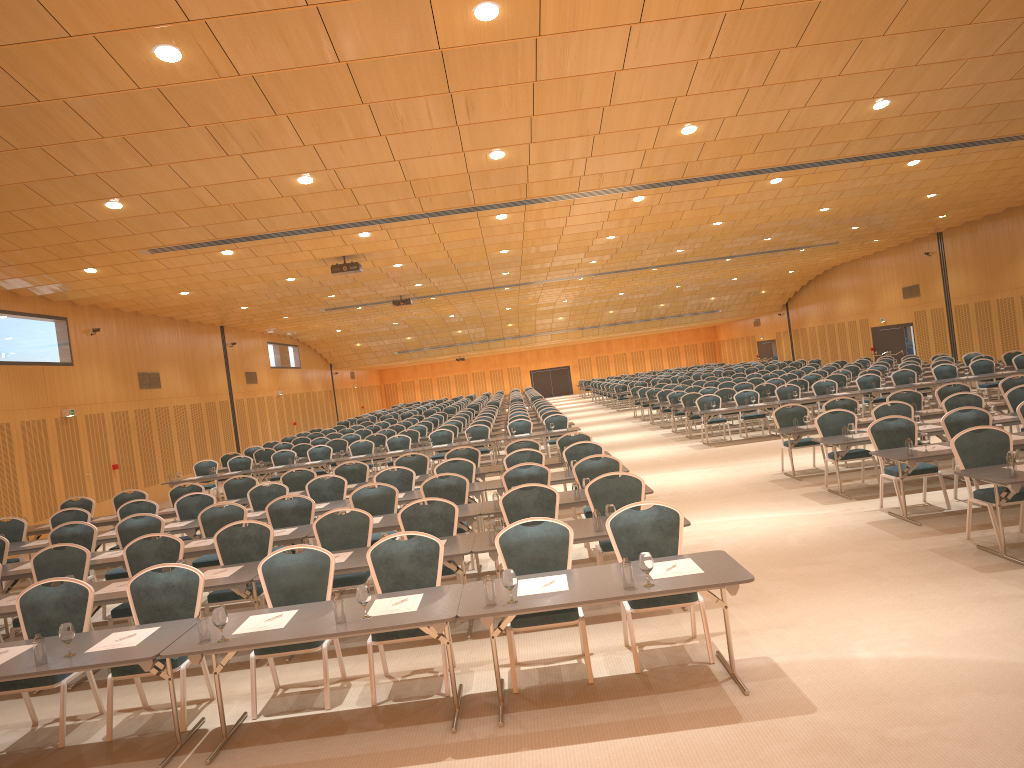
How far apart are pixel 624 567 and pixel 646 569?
0.1m

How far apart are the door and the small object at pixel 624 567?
26.8m

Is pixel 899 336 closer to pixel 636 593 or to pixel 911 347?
pixel 911 347

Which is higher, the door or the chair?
the door

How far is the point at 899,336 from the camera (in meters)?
34.34

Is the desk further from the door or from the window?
the door

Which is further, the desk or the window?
the window

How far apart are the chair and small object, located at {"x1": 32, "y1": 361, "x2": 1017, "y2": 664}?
0.69m

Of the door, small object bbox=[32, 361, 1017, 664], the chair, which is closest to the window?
the door

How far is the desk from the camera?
5.5 meters
